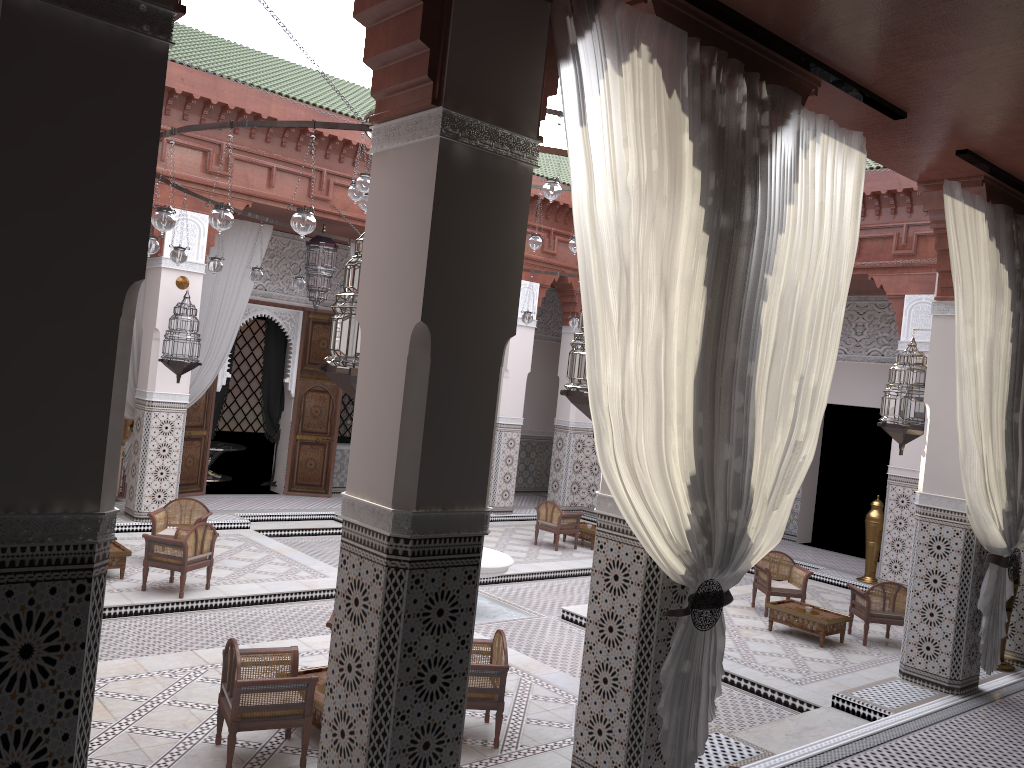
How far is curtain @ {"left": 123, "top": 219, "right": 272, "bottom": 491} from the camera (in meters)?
5.45

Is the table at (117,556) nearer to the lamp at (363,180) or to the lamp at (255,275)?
the lamp at (255,275)

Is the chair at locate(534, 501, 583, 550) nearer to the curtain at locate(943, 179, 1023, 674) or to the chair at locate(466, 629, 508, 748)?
the curtain at locate(943, 179, 1023, 674)

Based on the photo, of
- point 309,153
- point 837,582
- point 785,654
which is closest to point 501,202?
point 785,654

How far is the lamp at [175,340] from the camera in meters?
4.9

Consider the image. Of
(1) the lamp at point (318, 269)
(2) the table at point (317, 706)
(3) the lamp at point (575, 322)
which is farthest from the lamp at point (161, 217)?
(3) the lamp at point (575, 322)

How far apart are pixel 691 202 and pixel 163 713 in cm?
205

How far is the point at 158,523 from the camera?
4.3m

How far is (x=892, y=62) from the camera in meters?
2.3

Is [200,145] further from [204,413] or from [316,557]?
[316,557]
